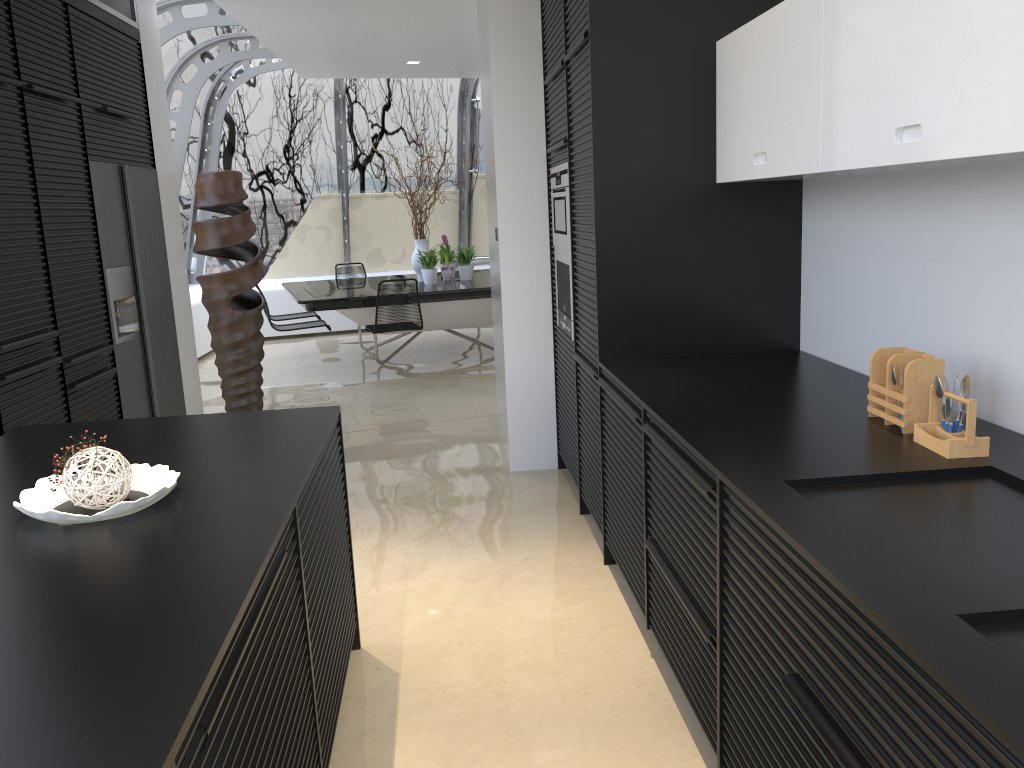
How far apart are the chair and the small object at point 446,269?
1.22m

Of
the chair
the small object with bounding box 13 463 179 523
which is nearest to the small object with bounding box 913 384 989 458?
the small object with bounding box 13 463 179 523

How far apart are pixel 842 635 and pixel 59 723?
1.15m

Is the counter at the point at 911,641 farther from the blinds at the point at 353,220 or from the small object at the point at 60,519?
the blinds at the point at 353,220

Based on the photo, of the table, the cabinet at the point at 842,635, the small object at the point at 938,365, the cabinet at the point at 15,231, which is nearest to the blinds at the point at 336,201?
the table

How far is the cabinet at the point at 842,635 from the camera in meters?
1.4

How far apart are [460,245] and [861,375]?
9.3m

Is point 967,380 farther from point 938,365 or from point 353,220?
point 353,220

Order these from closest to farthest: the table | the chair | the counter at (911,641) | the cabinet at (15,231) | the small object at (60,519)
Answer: the counter at (911,641), the small object at (60,519), the cabinet at (15,231), the chair, the table

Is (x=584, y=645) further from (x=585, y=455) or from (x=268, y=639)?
(x=268, y=639)
